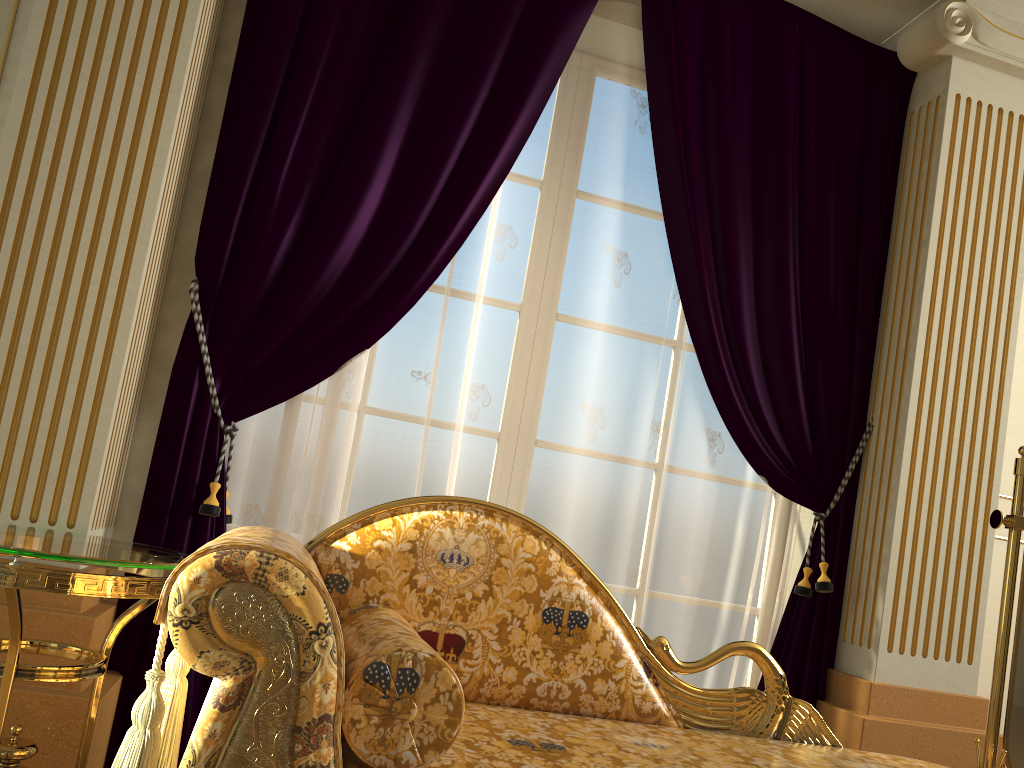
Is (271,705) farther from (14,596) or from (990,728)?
(990,728)

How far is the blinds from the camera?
2.4 meters

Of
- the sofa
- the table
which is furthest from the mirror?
the table

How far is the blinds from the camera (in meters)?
2.44

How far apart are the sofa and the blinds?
0.59m

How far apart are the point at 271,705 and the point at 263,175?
1.6m

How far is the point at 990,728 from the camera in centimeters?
223cm

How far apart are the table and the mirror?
2.00m

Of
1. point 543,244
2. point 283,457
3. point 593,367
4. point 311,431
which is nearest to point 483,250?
point 543,244

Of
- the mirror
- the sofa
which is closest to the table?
the sofa
